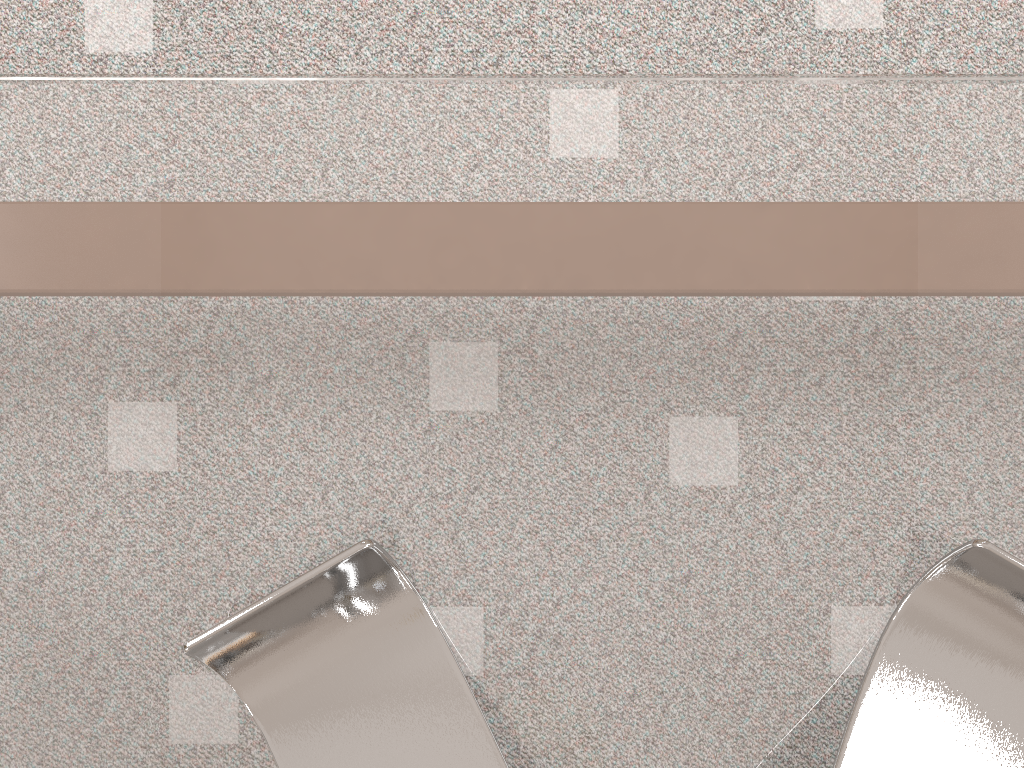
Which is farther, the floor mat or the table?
the floor mat

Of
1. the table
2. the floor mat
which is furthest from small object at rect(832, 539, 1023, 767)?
the floor mat

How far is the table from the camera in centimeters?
28cm

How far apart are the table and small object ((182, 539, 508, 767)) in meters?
0.0

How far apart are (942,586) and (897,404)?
0.1m

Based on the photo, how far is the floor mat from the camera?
0.46m

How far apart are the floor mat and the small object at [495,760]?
0.3m

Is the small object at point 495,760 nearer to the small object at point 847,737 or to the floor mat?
the small object at point 847,737

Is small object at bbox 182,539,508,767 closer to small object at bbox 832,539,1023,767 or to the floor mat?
small object at bbox 832,539,1023,767

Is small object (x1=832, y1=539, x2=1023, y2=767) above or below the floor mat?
above
